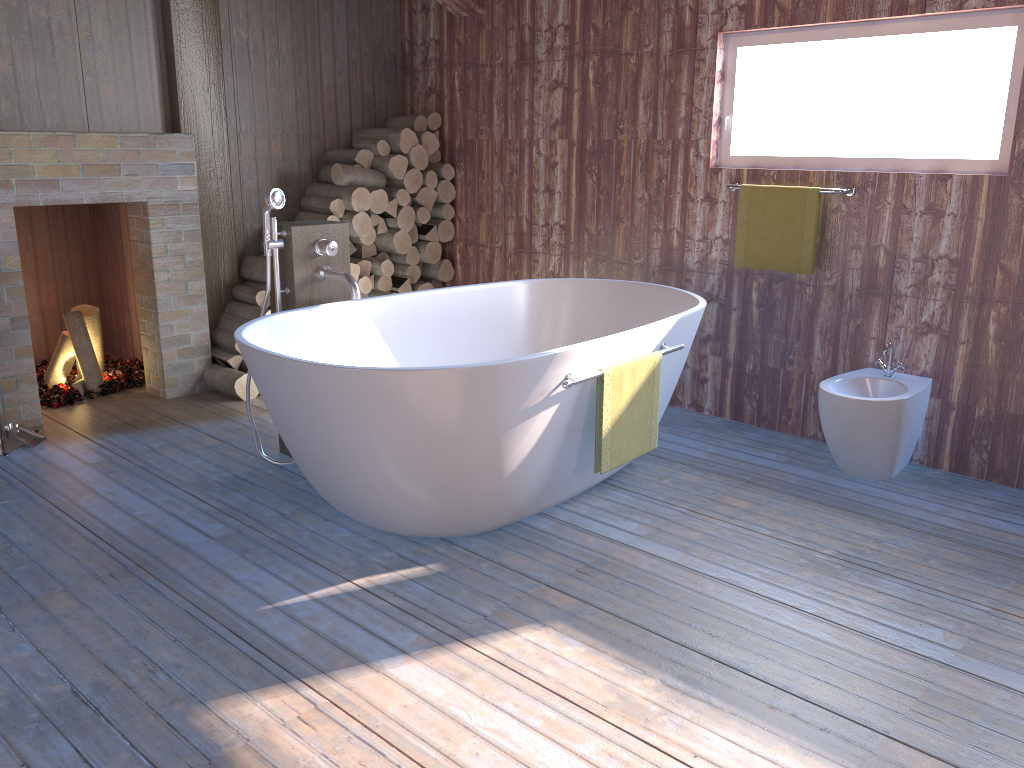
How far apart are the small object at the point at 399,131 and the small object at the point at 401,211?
0.3 meters

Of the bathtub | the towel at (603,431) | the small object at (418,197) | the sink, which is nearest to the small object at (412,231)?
the small object at (418,197)

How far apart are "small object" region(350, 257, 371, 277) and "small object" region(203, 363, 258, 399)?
0.93m

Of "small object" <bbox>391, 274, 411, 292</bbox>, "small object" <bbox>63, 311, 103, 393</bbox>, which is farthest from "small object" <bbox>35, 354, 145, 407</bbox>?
"small object" <bbox>391, 274, 411, 292</bbox>

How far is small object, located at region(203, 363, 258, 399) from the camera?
4.44m

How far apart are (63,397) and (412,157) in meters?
2.2 m

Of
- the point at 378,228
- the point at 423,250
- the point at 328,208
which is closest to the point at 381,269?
the point at 378,228

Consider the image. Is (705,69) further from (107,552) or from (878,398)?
(107,552)

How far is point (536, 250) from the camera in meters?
4.9 m

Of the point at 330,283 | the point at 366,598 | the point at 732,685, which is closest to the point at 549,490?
the point at 366,598
